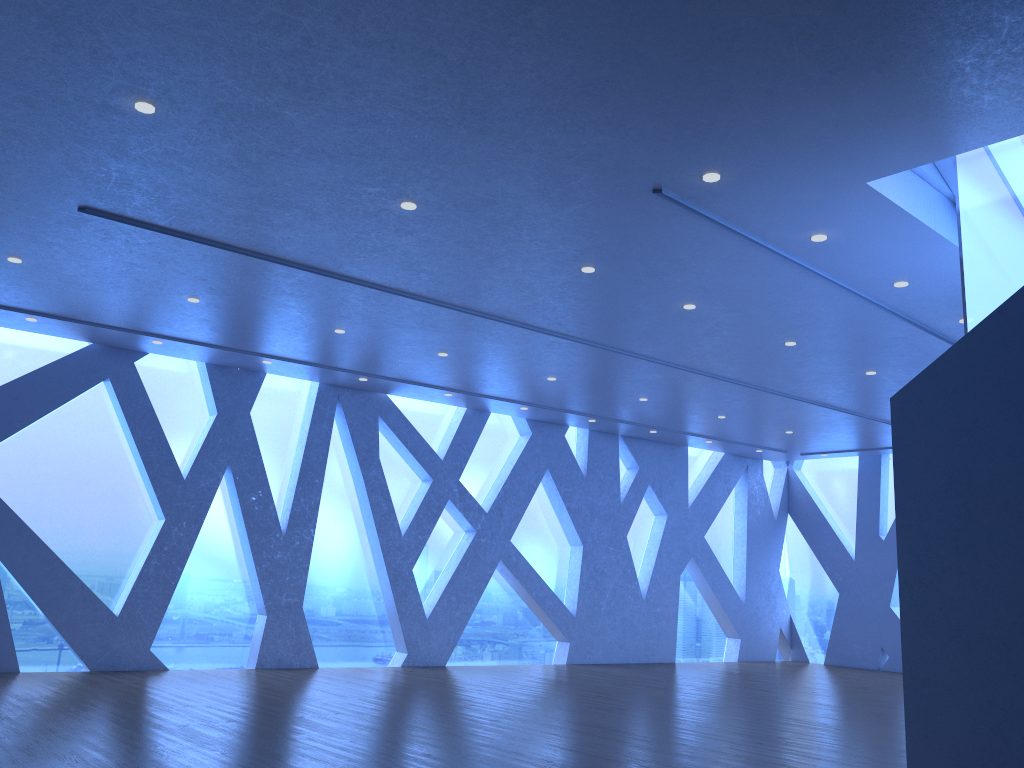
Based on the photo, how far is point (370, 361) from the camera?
11.04m
